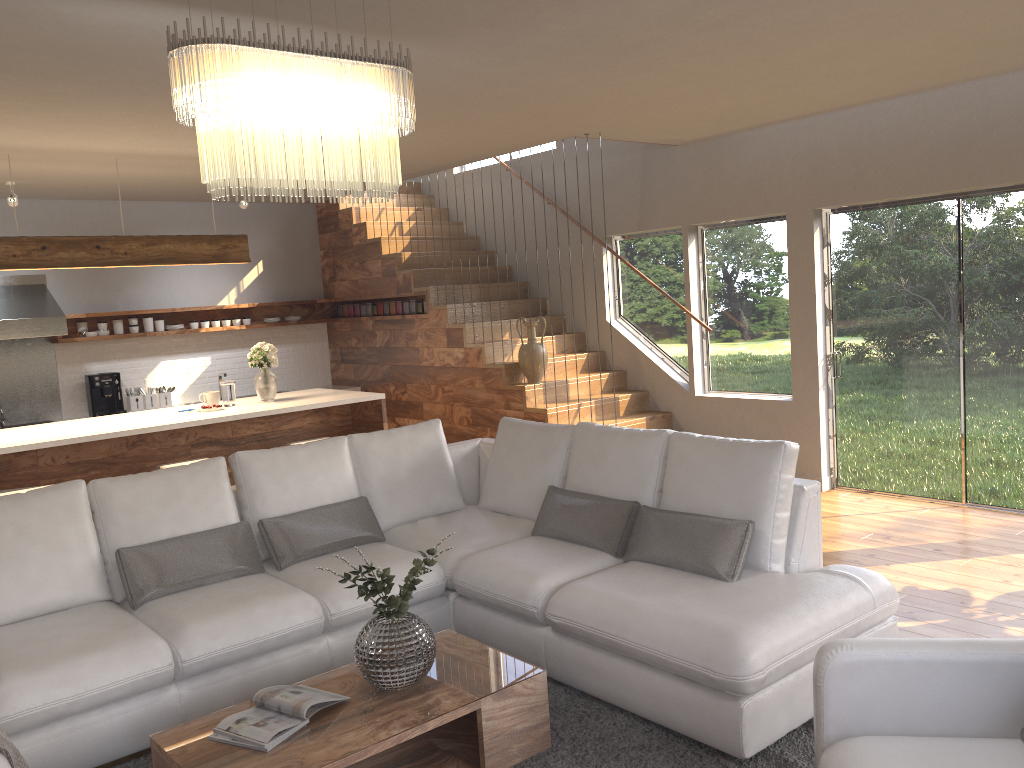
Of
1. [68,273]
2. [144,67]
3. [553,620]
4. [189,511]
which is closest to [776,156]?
[553,620]

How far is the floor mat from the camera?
3.0 meters

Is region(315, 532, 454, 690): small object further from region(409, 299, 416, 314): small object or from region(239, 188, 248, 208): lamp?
region(409, 299, 416, 314): small object

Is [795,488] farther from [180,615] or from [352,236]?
[352,236]

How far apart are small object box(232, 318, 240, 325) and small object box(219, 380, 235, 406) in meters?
2.8 m

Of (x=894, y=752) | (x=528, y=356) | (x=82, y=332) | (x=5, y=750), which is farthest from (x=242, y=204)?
(x=894, y=752)

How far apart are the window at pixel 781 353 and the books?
5.0 meters

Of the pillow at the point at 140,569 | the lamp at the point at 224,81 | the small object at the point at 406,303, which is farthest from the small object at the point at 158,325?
the lamp at the point at 224,81

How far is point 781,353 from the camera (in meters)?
7.08

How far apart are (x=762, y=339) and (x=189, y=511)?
4.8 meters
